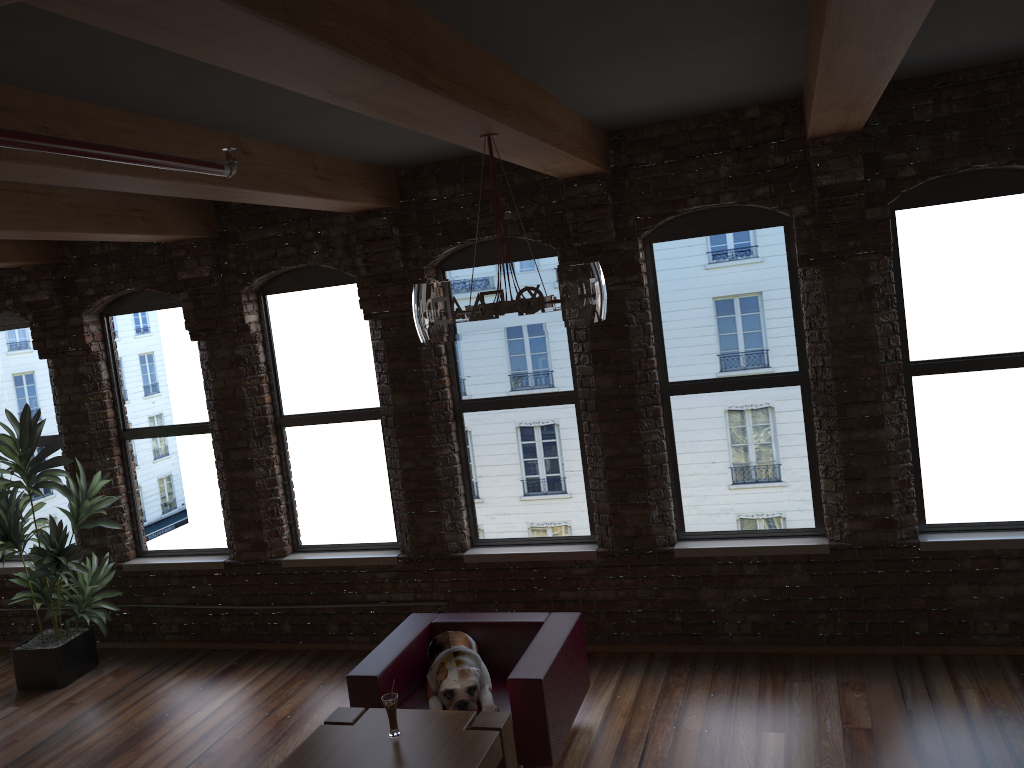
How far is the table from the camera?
3.84m

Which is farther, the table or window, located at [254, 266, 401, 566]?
window, located at [254, 266, 401, 566]

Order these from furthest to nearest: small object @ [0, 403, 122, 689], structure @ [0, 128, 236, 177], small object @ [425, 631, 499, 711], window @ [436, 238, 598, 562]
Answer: small object @ [0, 403, 122, 689] < window @ [436, 238, 598, 562] < small object @ [425, 631, 499, 711] < structure @ [0, 128, 236, 177]

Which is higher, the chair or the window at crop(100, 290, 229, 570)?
the window at crop(100, 290, 229, 570)

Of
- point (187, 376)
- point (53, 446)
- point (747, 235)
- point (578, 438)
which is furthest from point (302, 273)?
point (747, 235)

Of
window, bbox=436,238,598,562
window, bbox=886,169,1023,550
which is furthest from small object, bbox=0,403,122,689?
window, bbox=886,169,1023,550

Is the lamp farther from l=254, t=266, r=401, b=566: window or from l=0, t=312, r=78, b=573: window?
l=0, t=312, r=78, b=573: window

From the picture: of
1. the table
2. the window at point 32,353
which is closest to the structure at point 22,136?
the table

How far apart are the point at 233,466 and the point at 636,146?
3.8 meters

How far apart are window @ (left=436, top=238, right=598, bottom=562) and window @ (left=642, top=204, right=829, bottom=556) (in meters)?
0.56
